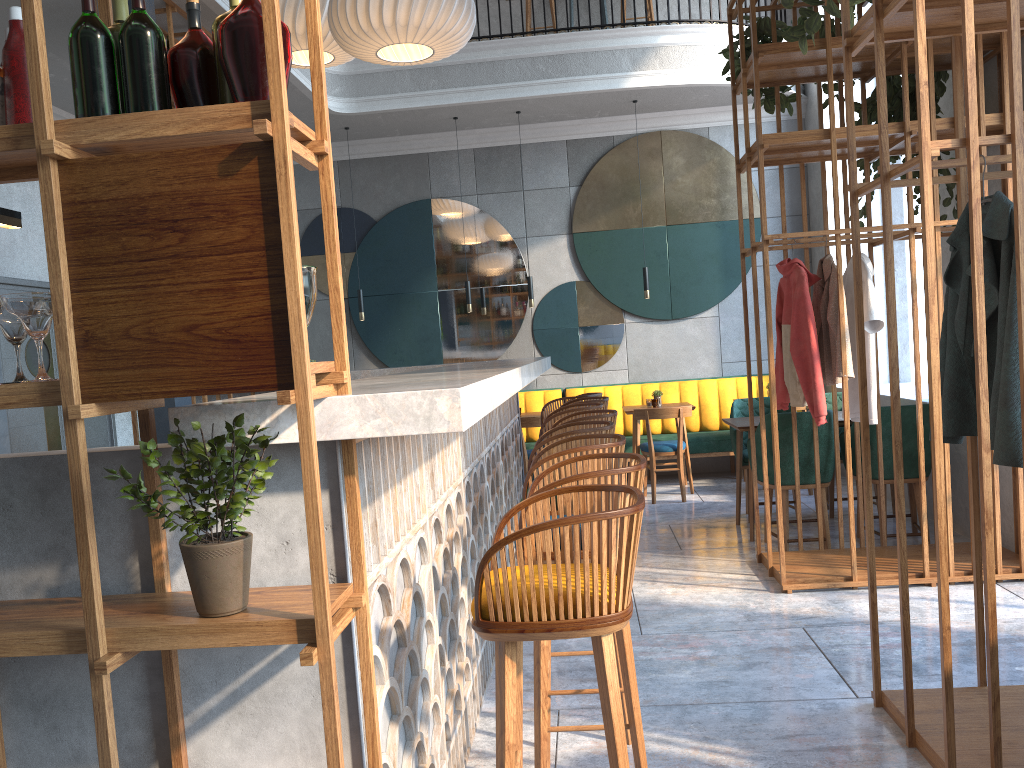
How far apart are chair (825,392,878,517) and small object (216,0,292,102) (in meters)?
5.55

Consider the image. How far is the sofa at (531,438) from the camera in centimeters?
860cm

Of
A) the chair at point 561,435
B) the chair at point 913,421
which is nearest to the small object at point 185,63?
the chair at point 561,435

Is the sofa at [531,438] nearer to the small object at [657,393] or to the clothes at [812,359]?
the small object at [657,393]

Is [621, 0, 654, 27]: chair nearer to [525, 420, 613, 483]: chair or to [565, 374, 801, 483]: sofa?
[565, 374, 801, 483]: sofa

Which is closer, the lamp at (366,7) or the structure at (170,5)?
the lamp at (366,7)

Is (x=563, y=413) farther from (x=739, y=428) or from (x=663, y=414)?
(x=663, y=414)

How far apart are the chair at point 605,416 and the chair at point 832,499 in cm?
261

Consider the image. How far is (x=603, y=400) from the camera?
5.26m

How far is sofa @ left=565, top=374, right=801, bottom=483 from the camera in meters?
8.1
